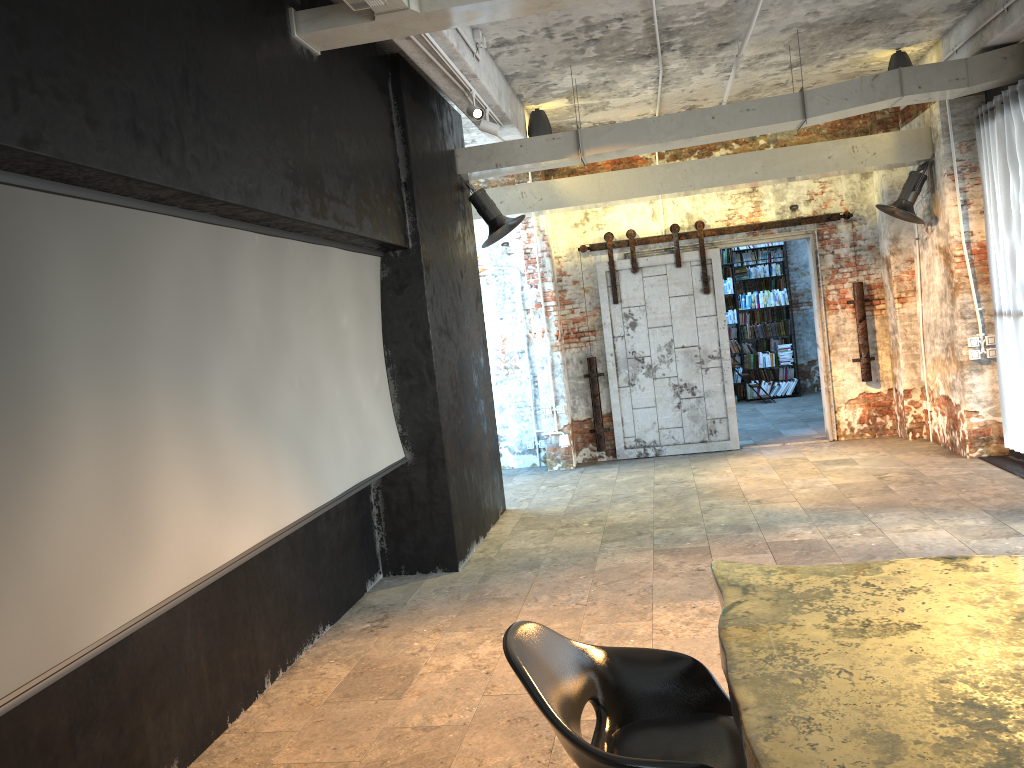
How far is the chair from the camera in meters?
2.4 m

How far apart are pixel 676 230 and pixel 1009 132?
3.70m

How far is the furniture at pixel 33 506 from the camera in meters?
2.7 m

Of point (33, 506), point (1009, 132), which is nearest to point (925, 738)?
point (33, 506)

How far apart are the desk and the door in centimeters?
731cm

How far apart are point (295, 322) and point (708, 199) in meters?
6.7

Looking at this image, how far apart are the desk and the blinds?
5.3m

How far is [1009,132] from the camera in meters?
7.3 m

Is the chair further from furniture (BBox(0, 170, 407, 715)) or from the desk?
furniture (BBox(0, 170, 407, 715))

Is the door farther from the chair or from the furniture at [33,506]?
the chair
